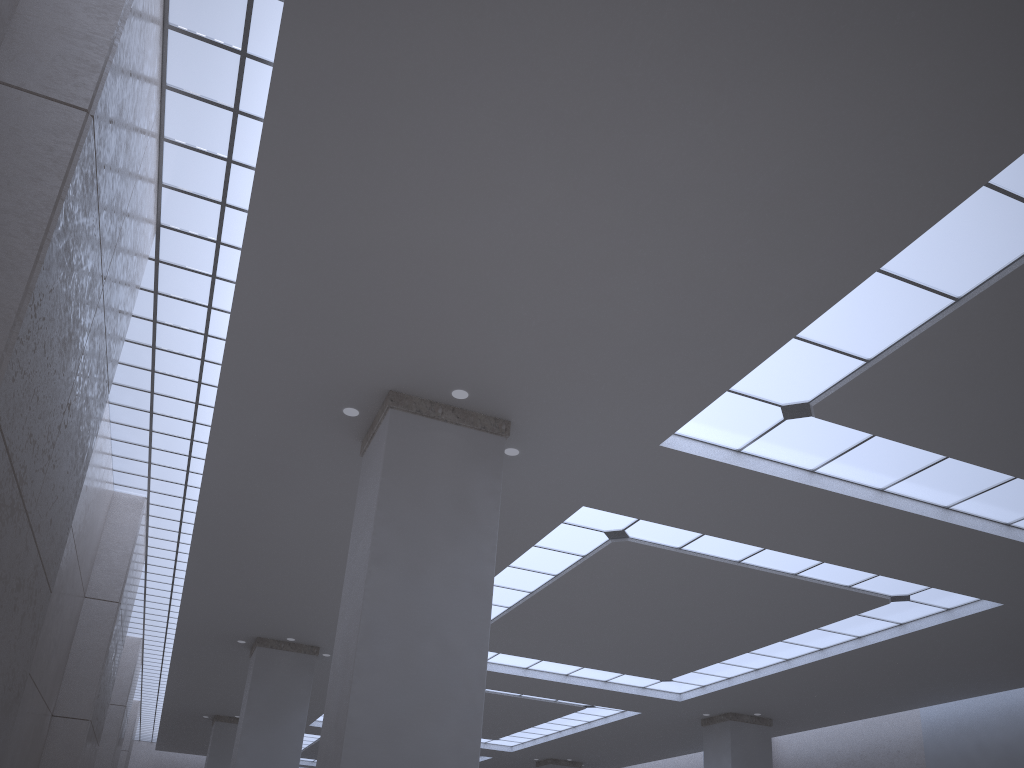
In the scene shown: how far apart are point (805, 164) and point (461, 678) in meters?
13.9 m

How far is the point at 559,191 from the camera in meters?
17.5 m
